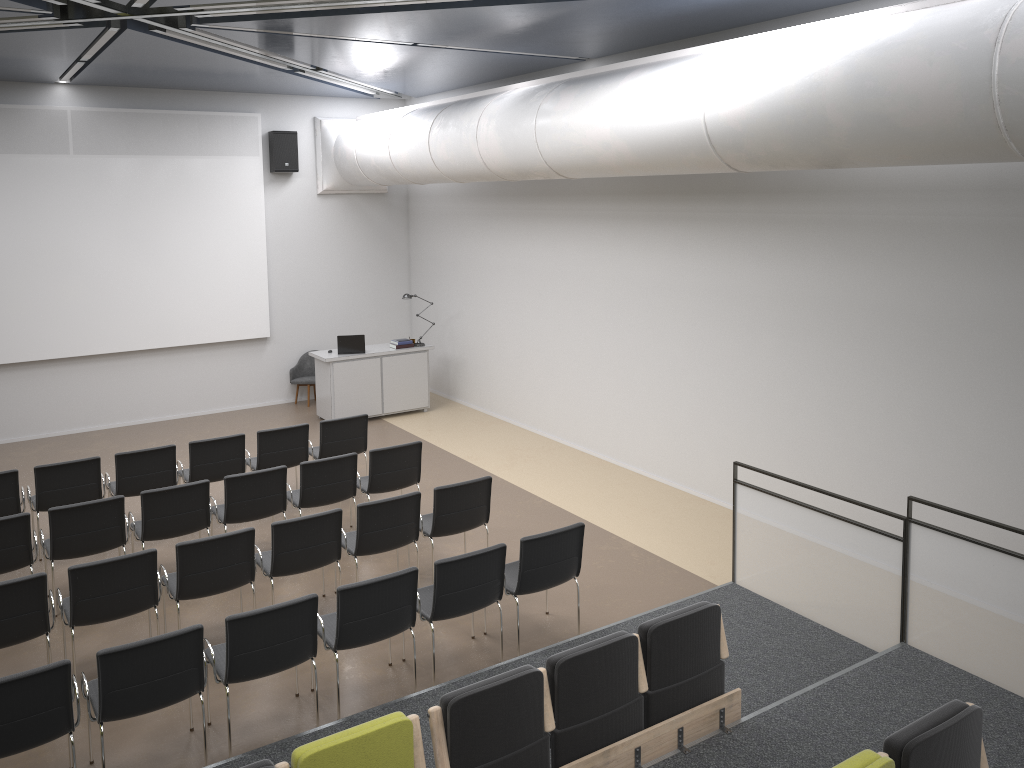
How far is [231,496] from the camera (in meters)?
7.76

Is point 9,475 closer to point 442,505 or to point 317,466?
Answer: point 317,466

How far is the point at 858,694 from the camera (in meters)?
5.40

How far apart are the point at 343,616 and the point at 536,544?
1.5m

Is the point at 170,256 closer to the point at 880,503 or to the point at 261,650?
the point at 261,650

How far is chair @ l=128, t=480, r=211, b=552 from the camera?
7.40m

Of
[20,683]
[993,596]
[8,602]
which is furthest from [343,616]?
[993,596]

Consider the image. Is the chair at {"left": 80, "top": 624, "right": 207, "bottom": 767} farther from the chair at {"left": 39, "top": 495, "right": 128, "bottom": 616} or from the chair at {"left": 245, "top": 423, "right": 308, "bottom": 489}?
the chair at {"left": 245, "top": 423, "right": 308, "bottom": 489}

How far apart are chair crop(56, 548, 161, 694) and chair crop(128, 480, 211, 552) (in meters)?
1.08

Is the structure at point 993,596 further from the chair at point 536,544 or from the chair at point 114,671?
the chair at point 114,671
